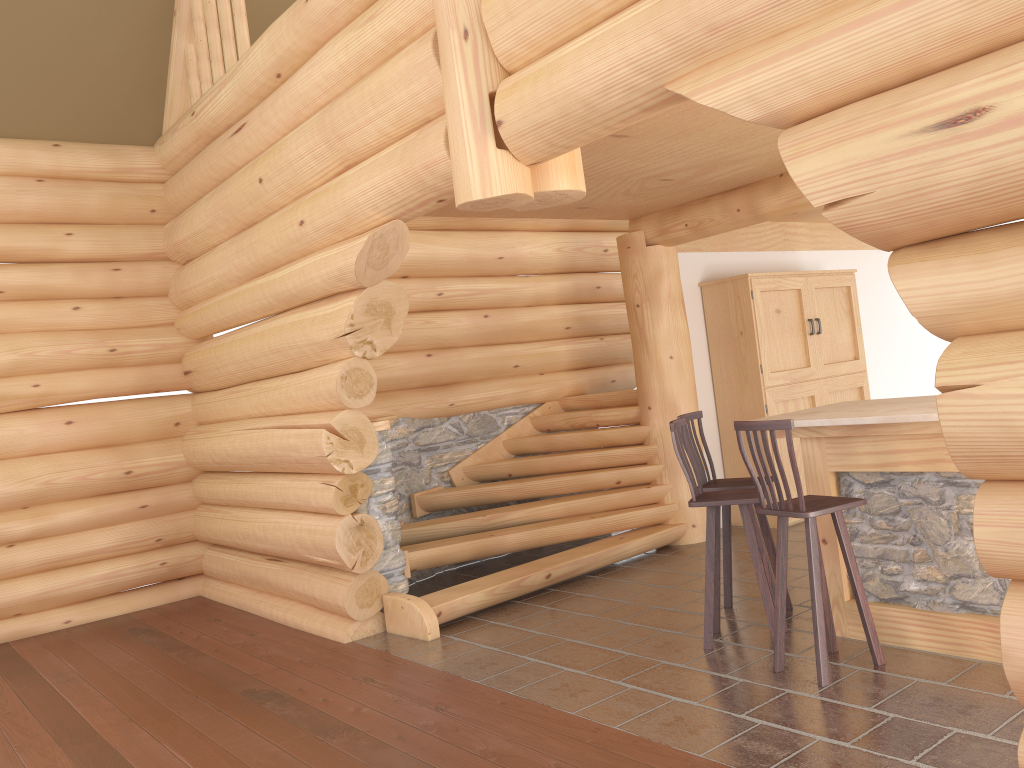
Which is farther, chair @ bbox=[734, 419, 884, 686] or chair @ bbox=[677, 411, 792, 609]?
chair @ bbox=[677, 411, 792, 609]

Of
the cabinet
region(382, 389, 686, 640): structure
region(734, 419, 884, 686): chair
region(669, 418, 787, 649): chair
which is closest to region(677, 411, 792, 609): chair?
region(669, 418, 787, 649): chair

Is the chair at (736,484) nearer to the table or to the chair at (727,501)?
the chair at (727,501)

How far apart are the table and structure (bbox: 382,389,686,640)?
2.41m

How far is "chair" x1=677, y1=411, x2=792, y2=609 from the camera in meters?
5.6 m

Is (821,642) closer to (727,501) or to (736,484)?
(727,501)

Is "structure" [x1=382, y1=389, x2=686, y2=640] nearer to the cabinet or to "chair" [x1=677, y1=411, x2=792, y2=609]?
the cabinet

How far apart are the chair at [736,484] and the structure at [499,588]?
1.5m

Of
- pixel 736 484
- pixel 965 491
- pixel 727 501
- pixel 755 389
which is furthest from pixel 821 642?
pixel 755 389

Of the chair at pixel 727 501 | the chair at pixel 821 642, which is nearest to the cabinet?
the chair at pixel 727 501
